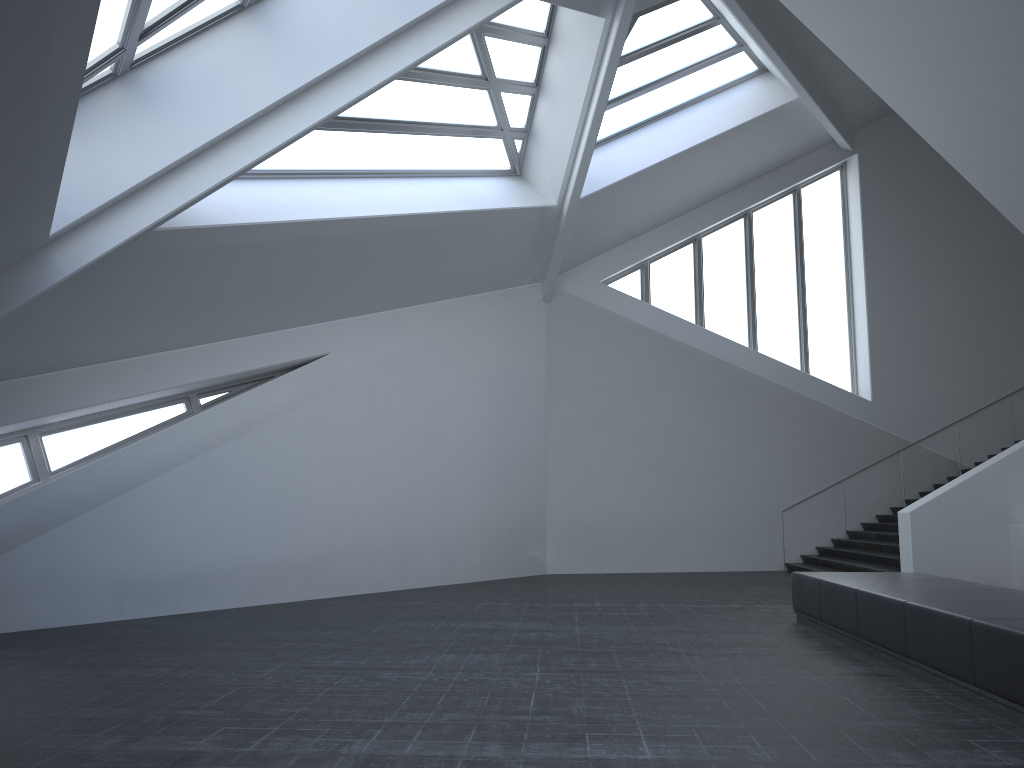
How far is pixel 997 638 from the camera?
5.55m

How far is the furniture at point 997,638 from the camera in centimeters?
555cm

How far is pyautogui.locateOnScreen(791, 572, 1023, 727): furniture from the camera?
5.6 meters

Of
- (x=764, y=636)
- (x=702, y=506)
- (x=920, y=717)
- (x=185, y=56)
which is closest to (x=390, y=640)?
(x=764, y=636)

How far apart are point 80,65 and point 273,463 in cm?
768
